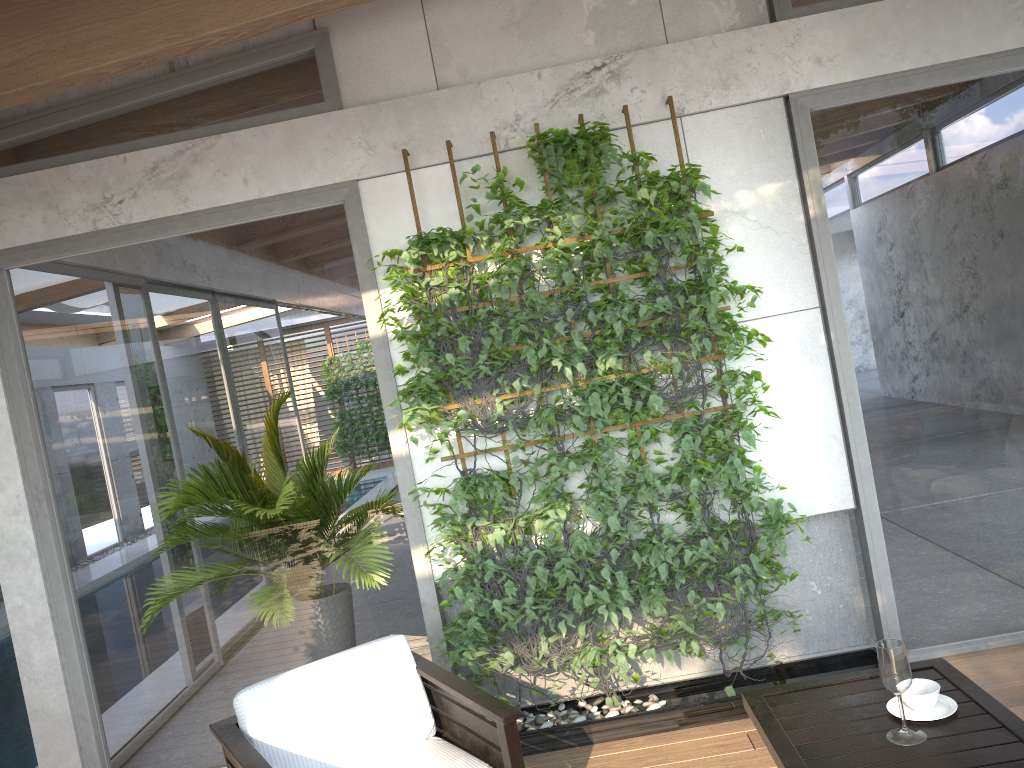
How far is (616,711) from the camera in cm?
390

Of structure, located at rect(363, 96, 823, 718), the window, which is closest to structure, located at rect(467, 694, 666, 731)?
structure, located at rect(363, 96, 823, 718)

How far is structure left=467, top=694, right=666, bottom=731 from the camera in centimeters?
390cm

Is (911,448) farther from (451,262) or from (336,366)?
(336,366)

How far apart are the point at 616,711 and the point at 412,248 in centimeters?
222cm

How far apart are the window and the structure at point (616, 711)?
0.5m

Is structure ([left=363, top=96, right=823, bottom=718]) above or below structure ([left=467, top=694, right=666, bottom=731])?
above

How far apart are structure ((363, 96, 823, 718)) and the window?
0.1 meters

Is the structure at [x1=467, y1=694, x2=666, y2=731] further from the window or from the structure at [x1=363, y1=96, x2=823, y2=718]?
the window

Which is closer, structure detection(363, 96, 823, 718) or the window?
structure detection(363, 96, 823, 718)
